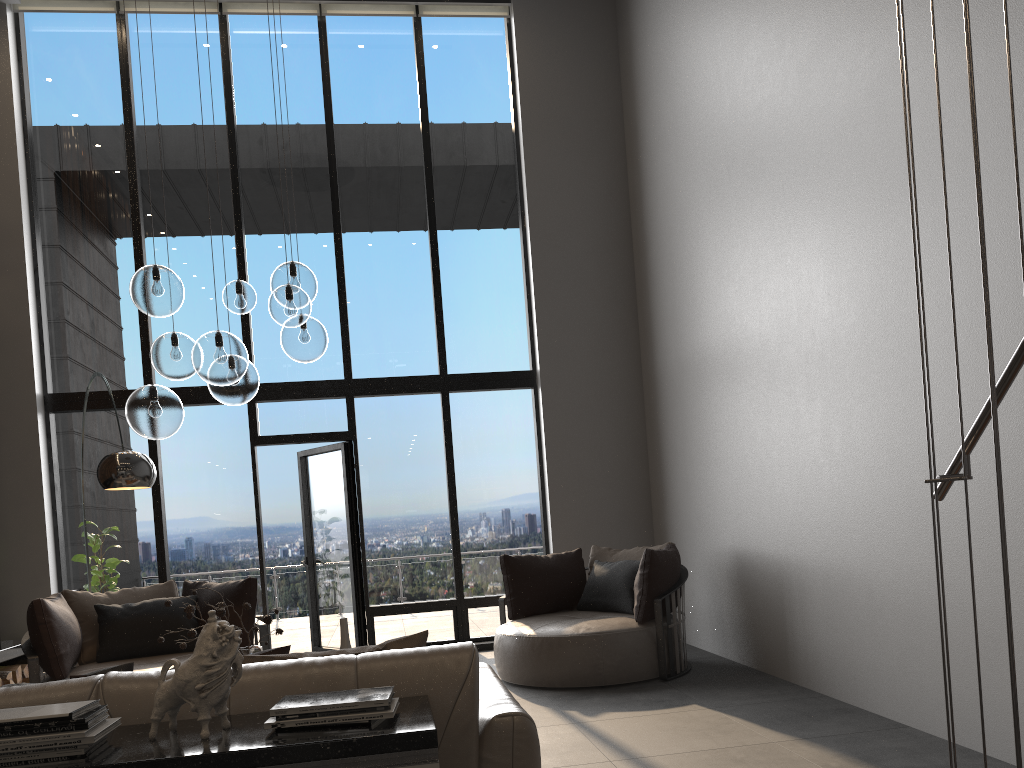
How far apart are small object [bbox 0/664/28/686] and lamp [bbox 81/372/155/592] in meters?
2.5 m

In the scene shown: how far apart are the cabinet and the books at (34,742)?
0.0m

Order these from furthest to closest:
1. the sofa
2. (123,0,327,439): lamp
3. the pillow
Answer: (123,0,327,439): lamp
the pillow
the sofa

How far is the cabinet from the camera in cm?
176

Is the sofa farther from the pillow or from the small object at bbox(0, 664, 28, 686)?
the small object at bbox(0, 664, 28, 686)

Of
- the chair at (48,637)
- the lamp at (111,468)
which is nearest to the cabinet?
the lamp at (111,468)

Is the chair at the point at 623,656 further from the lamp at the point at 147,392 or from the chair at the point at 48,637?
the lamp at the point at 147,392

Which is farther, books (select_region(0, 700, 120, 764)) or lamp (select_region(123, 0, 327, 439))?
lamp (select_region(123, 0, 327, 439))

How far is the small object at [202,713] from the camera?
1.90m

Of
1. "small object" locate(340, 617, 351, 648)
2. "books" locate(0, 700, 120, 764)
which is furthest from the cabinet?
"small object" locate(340, 617, 351, 648)
